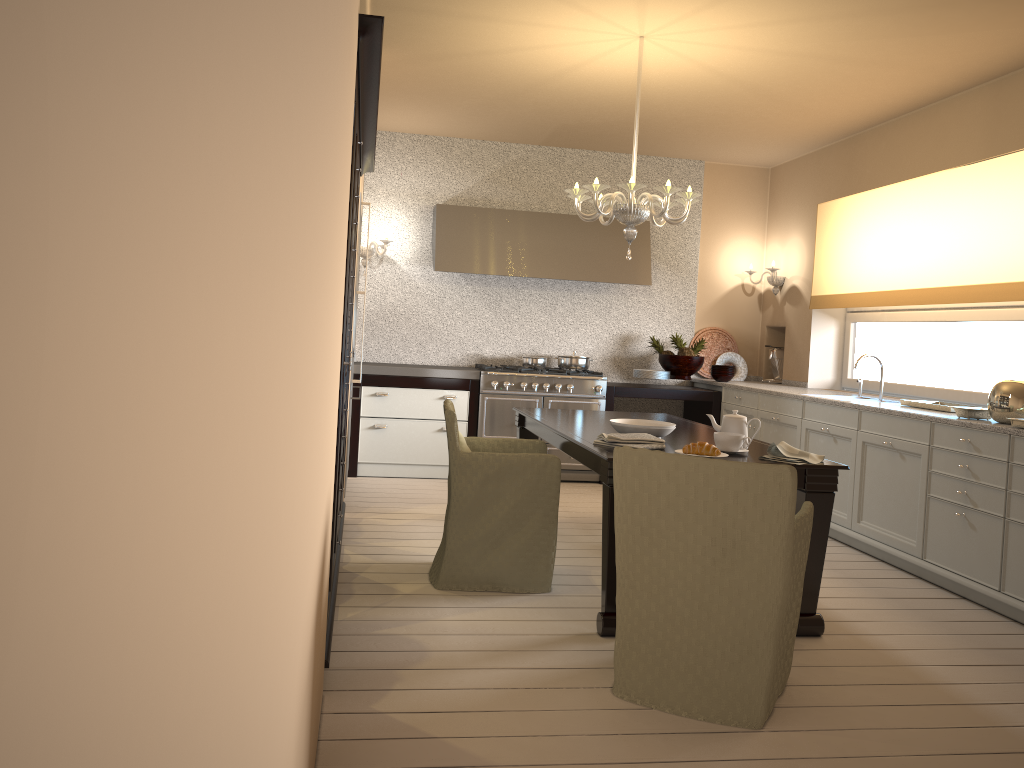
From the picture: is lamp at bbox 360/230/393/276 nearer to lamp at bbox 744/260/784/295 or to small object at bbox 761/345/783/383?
lamp at bbox 744/260/784/295

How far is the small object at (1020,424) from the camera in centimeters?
368cm

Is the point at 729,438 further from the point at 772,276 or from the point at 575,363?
the point at 772,276

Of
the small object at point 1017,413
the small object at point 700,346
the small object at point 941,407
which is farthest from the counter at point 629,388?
the small object at point 1017,413

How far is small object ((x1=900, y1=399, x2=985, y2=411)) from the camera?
4.6 meters

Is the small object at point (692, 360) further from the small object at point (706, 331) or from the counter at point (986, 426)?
the small object at point (706, 331)

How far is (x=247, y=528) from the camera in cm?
51

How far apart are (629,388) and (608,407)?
0.2 meters

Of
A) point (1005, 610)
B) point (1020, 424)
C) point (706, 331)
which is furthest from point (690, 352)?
point (1005, 610)

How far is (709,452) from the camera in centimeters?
323cm
